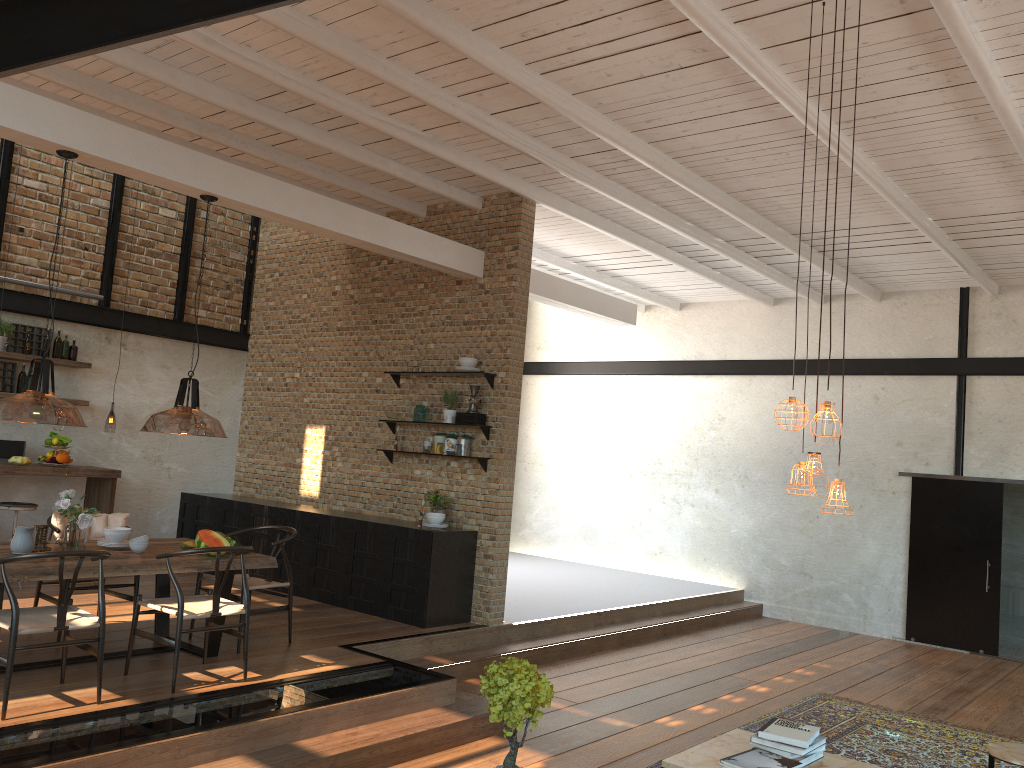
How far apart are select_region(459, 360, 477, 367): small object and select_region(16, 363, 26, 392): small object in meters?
4.4 m

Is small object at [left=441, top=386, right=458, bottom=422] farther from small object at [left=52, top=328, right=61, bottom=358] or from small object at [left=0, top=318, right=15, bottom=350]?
small object at [left=0, top=318, right=15, bottom=350]

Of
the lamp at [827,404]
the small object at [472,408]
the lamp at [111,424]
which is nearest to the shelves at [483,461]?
the small object at [472,408]

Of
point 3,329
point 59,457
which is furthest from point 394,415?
point 3,329

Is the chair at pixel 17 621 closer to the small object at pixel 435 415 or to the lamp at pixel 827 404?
the lamp at pixel 827 404

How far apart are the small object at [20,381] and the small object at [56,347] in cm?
37

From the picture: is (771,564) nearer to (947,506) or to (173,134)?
(947,506)

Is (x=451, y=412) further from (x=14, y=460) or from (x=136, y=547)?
(x=14, y=460)

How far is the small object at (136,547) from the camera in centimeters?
591cm

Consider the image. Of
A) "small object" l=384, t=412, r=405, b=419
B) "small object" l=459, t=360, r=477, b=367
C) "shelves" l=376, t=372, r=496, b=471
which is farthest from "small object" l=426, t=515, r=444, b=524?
"small object" l=459, t=360, r=477, b=367
